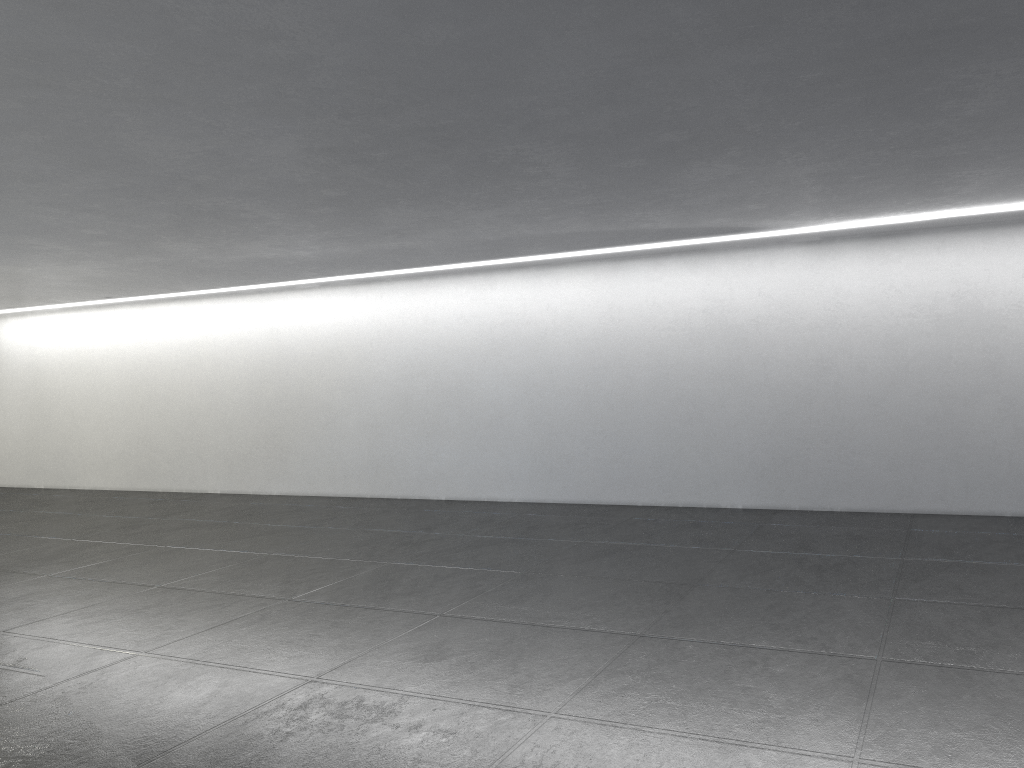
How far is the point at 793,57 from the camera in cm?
535

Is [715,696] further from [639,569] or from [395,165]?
[395,165]

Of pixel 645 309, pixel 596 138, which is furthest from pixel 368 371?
pixel 596 138
